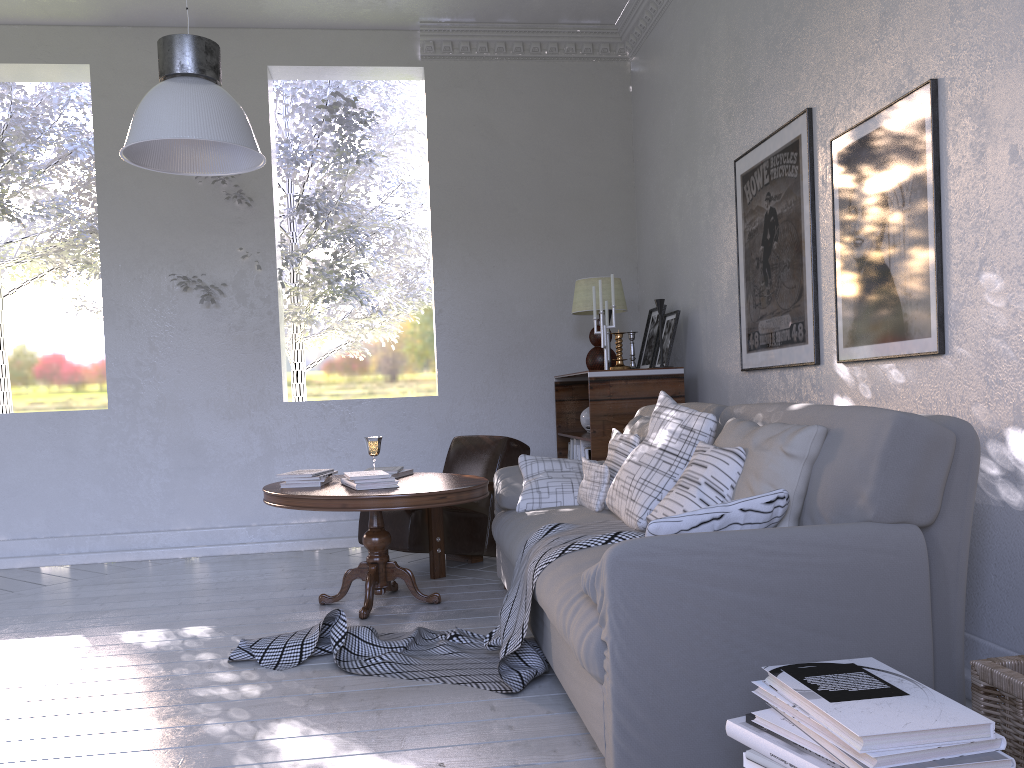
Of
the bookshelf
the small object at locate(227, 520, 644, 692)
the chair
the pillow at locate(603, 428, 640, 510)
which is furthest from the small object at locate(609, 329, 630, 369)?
the small object at locate(227, 520, 644, 692)

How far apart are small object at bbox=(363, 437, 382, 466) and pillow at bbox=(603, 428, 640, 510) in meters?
1.1 m

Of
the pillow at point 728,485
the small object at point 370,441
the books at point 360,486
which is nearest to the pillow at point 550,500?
the books at point 360,486

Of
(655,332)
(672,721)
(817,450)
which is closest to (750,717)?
(672,721)

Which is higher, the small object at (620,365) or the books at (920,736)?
the small object at (620,365)

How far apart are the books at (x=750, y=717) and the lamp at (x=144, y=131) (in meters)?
1.75

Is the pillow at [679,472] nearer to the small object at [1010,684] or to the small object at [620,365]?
the small object at [1010,684]

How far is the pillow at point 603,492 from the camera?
2.7m

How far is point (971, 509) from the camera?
1.61m

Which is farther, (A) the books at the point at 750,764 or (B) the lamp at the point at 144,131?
(B) the lamp at the point at 144,131
